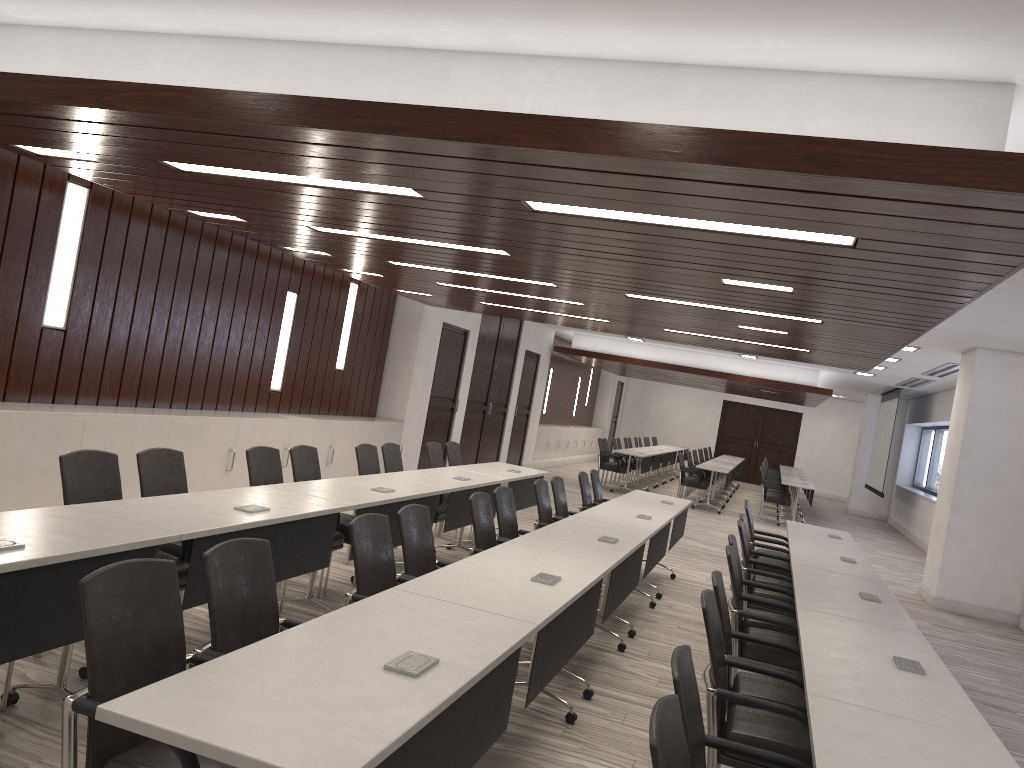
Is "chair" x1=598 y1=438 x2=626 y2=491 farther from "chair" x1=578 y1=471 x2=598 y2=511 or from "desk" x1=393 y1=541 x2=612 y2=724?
"desk" x1=393 y1=541 x2=612 y2=724

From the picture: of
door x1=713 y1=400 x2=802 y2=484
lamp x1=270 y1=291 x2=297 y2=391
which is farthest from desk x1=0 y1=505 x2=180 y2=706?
door x1=713 y1=400 x2=802 y2=484

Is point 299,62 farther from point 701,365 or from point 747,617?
point 701,365

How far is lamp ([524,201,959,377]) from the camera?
3.88m

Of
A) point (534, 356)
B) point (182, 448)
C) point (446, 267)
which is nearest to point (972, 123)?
point (446, 267)

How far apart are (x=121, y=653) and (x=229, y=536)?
1.6m

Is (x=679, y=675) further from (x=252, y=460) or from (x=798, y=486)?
(x=798, y=486)

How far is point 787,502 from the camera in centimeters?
1572cm

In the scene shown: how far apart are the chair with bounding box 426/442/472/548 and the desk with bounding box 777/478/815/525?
8.8 meters

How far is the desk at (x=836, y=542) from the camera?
7.47m
